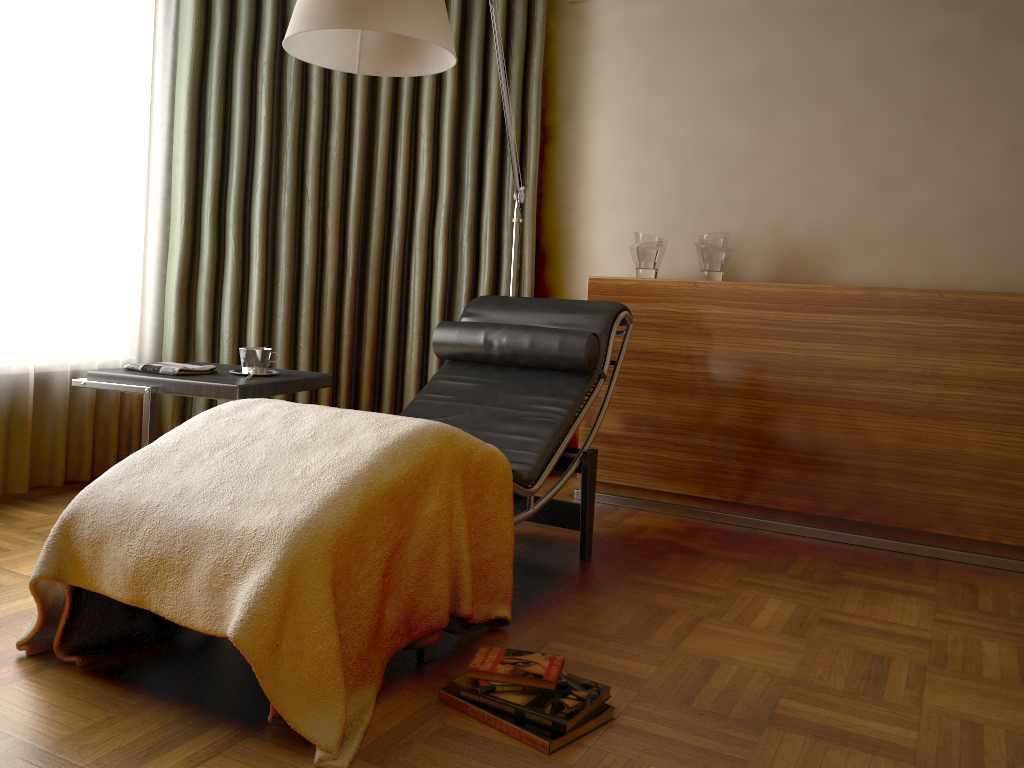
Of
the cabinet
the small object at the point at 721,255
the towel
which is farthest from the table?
the small object at the point at 721,255

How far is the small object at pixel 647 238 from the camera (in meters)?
3.50

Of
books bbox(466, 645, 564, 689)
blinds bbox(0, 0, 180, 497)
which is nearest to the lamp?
blinds bbox(0, 0, 180, 497)

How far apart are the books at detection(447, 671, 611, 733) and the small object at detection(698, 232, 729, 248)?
2.04m

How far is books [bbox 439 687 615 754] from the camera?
1.62m

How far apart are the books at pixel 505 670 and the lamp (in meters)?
1.39

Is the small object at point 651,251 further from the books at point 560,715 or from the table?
the books at point 560,715

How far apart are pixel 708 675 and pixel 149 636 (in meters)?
1.24

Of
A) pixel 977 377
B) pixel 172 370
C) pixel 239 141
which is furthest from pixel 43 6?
pixel 977 377

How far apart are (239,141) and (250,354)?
1.2 meters
